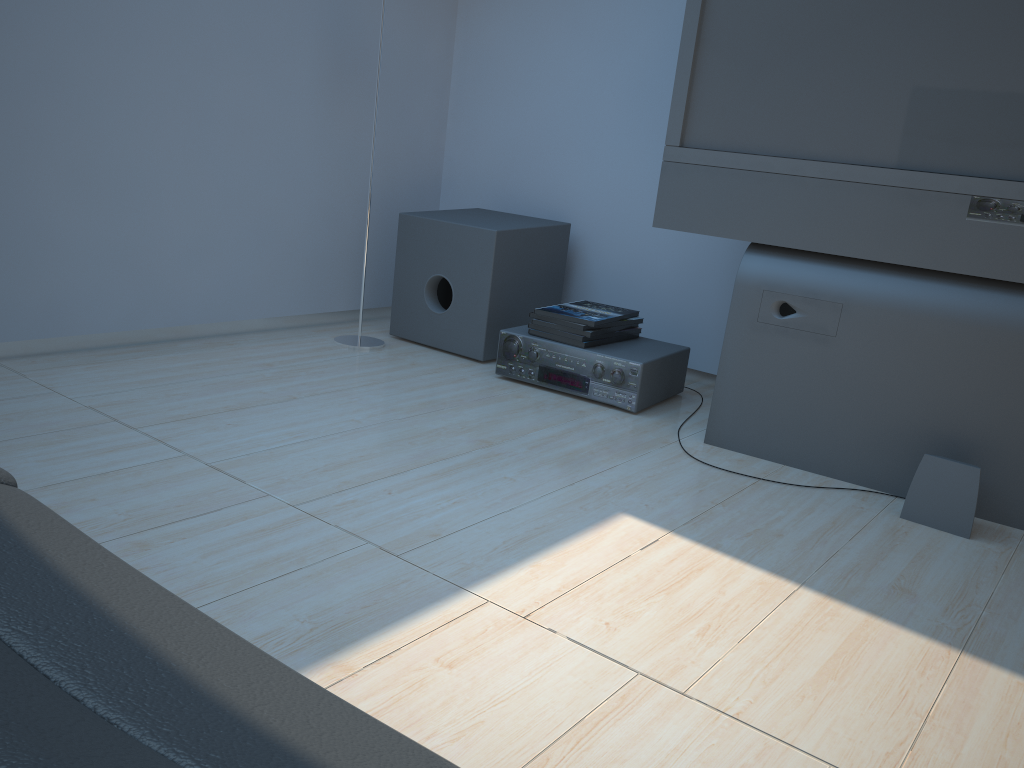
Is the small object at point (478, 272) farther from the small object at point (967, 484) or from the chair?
the chair

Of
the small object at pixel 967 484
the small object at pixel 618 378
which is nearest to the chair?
the small object at pixel 967 484

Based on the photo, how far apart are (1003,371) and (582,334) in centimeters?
101cm

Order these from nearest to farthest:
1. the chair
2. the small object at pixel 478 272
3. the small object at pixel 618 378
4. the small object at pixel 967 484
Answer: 1. the chair
2. the small object at pixel 967 484
3. the small object at pixel 618 378
4. the small object at pixel 478 272

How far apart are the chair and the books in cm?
182

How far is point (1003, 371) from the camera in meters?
1.8

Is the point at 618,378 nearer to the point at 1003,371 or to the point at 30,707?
the point at 1003,371

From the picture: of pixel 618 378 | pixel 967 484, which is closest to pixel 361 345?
pixel 618 378

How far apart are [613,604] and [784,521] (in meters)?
0.56

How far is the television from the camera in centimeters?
182cm
